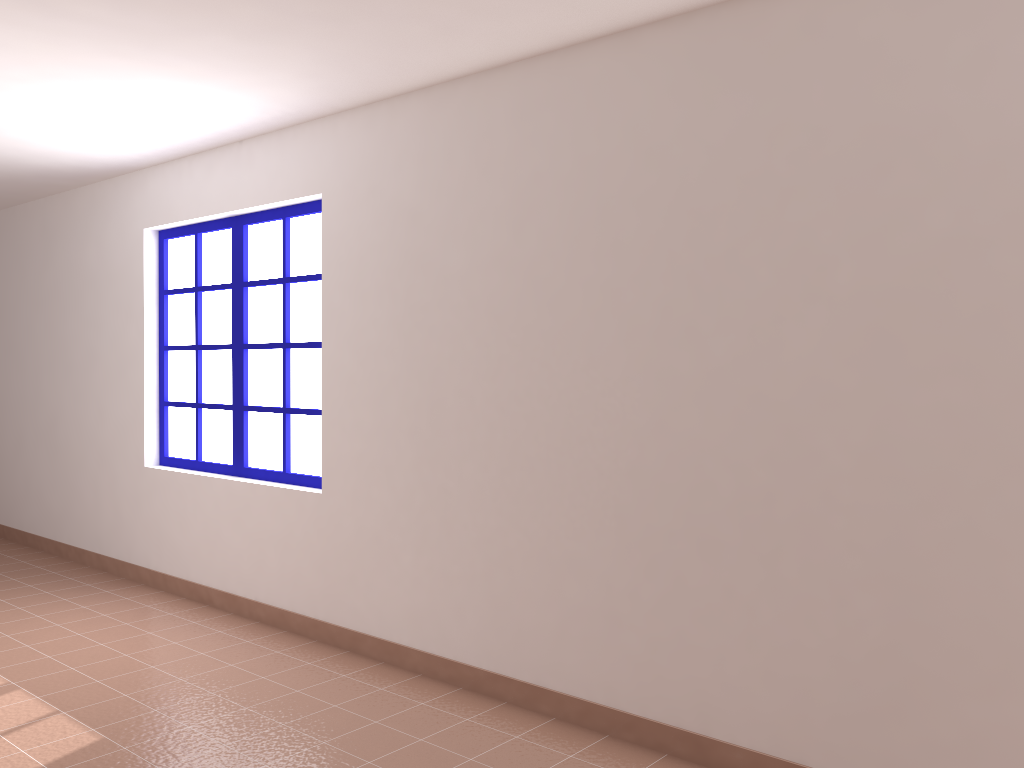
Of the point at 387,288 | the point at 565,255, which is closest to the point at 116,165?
the point at 387,288

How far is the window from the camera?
4.6 meters

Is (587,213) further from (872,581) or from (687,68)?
(872,581)

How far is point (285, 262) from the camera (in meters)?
4.57

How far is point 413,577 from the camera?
3.8m

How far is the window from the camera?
4.6m
